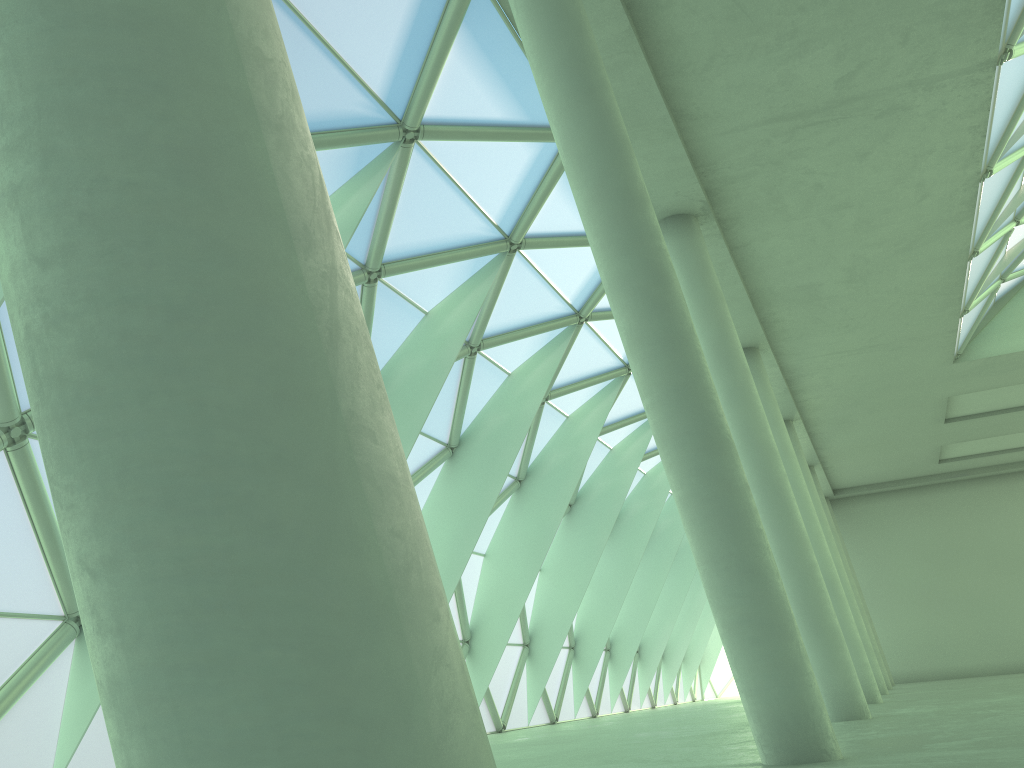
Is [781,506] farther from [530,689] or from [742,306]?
[530,689]
